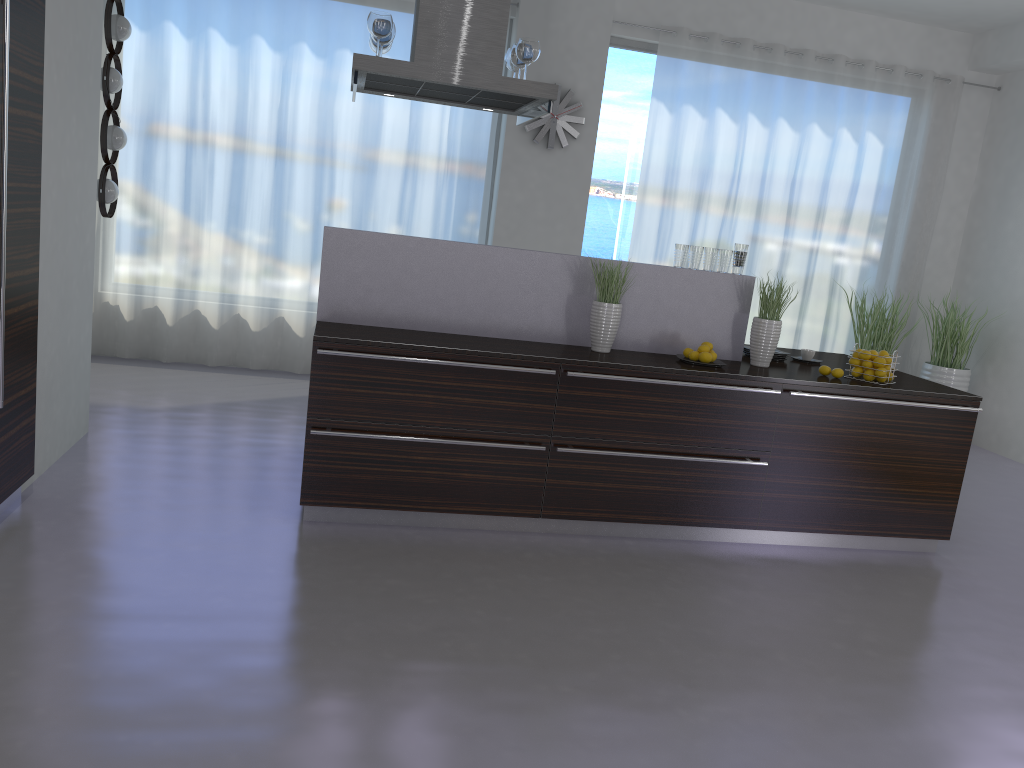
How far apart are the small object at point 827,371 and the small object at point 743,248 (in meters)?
0.73

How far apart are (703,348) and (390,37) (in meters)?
2.18

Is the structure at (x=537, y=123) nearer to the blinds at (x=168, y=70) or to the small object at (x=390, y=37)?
the blinds at (x=168, y=70)

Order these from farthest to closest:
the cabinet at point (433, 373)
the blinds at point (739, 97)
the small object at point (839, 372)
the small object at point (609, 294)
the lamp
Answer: the blinds at point (739, 97)
the lamp
the small object at point (839, 372)
the small object at point (609, 294)
the cabinet at point (433, 373)

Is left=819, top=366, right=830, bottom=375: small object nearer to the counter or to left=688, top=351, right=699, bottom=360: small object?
the counter

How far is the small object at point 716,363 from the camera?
4.35m

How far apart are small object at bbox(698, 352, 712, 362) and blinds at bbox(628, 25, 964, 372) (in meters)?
3.32

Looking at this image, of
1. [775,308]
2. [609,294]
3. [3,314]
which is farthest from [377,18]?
[775,308]

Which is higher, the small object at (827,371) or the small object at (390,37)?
the small object at (390,37)

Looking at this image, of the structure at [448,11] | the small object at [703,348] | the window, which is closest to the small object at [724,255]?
the small object at [703,348]
